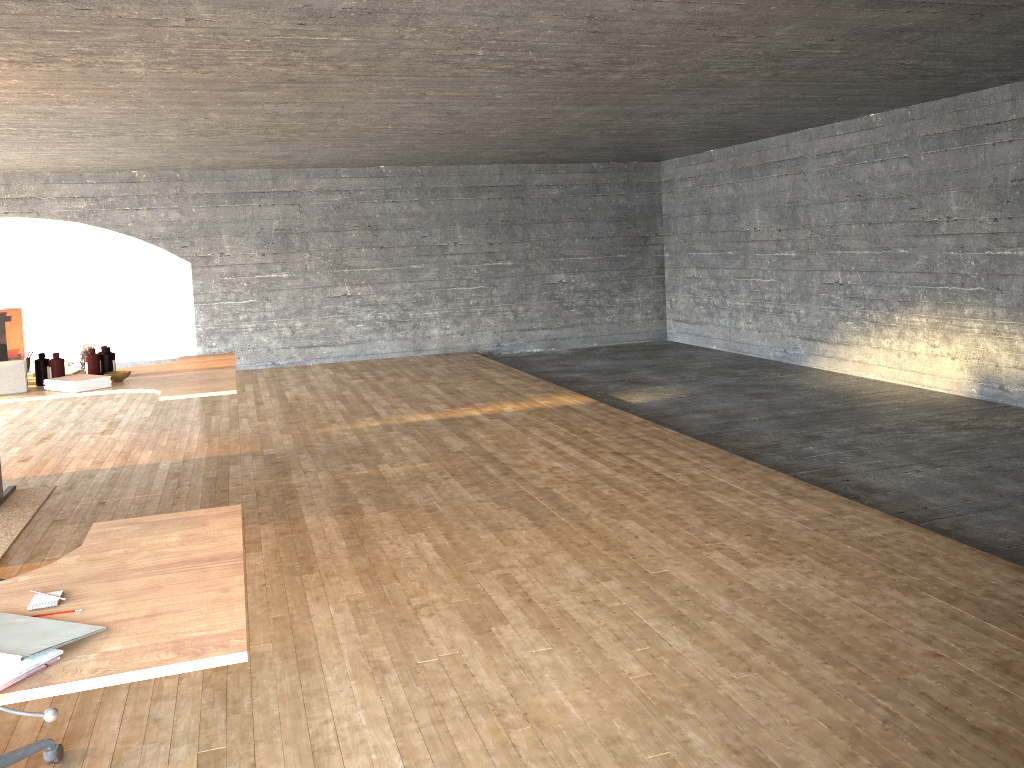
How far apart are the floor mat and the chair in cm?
228

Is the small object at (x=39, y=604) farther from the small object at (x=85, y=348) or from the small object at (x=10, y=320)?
the small object at (x=85, y=348)

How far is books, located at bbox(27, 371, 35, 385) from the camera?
5.1m

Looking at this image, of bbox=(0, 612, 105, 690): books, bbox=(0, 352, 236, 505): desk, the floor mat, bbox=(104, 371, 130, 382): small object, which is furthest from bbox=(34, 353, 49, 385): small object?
bbox=(0, 612, 105, 690): books

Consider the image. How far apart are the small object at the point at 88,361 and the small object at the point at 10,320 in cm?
40

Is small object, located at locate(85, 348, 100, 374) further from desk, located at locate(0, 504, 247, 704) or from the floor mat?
desk, located at locate(0, 504, 247, 704)

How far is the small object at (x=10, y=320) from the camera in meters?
4.2 m

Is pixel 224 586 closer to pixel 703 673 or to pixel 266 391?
pixel 703 673

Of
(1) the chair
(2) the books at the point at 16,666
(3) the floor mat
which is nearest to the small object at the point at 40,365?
(3) the floor mat

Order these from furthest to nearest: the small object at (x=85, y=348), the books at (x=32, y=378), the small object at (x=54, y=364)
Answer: the small object at (x=85, y=348), the books at (x=32, y=378), the small object at (x=54, y=364)
